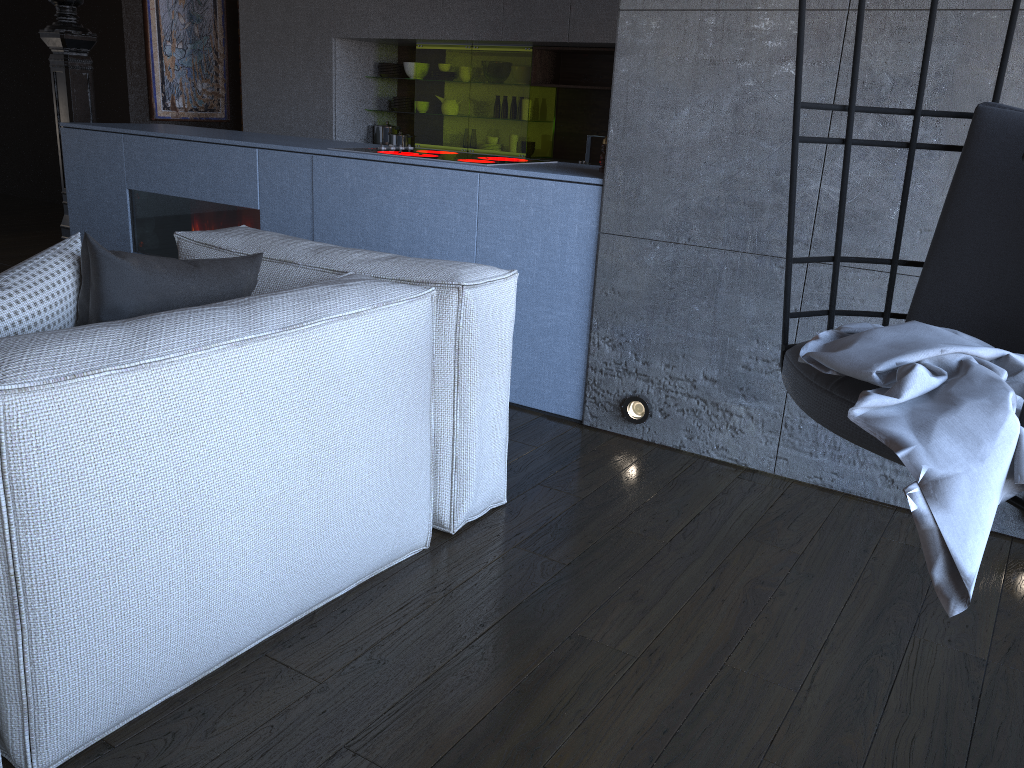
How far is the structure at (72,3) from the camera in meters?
4.4 m

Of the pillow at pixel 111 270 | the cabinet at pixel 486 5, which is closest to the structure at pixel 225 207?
the pillow at pixel 111 270

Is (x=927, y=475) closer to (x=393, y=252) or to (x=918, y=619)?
(x=918, y=619)

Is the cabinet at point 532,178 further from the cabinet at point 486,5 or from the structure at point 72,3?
the cabinet at point 486,5

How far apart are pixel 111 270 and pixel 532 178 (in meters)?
1.65

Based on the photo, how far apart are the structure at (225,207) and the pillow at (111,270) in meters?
1.9 m

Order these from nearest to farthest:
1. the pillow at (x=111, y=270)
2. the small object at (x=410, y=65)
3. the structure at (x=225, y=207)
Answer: the pillow at (x=111, y=270), the structure at (x=225, y=207), the small object at (x=410, y=65)

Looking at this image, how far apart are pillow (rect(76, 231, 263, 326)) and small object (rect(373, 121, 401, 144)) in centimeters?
480cm

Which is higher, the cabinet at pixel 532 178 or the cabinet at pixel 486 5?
A: the cabinet at pixel 486 5

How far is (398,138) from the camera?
6.40m
